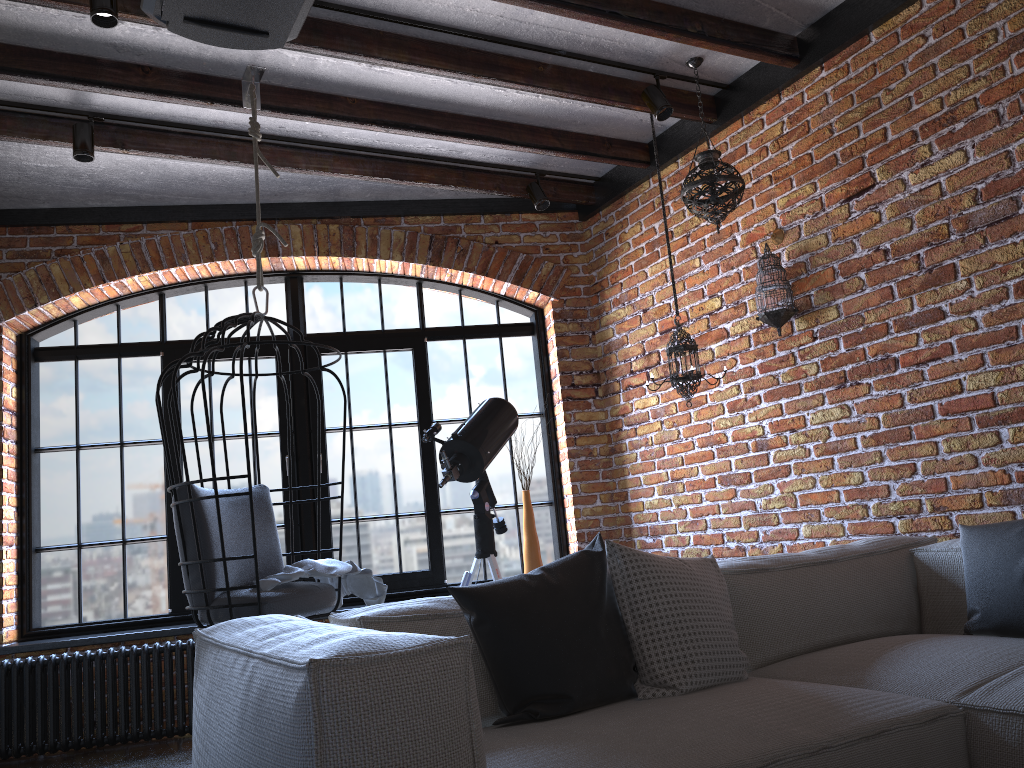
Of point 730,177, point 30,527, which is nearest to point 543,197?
point 730,177

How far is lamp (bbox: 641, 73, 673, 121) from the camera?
3.79m

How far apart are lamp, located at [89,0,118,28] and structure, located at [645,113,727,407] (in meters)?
2.49

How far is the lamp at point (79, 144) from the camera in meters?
3.7 m

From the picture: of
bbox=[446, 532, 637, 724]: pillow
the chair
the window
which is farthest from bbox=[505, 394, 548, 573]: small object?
bbox=[446, 532, 637, 724]: pillow

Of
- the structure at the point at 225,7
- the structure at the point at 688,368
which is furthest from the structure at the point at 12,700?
the structure at the point at 225,7

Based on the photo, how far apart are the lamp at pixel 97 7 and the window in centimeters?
224cm

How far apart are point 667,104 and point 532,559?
2.4m

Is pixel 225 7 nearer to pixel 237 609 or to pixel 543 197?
pixel 237 609

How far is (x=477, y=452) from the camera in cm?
387
